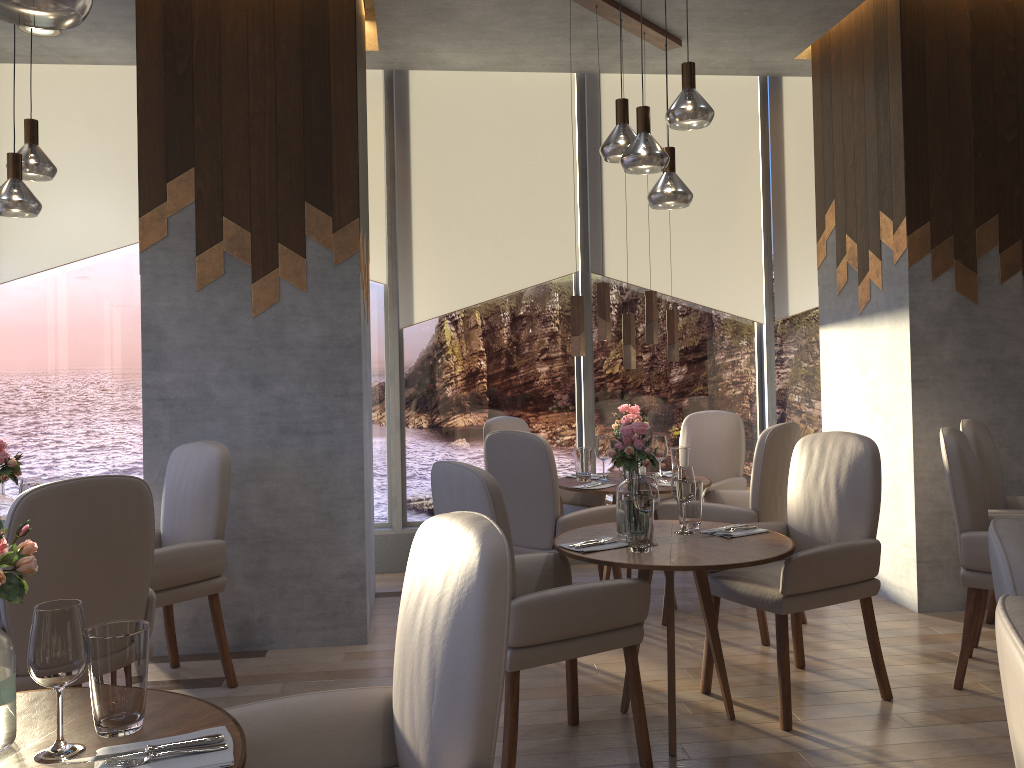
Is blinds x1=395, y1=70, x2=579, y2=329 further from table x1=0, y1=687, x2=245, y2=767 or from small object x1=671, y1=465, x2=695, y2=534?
table x1=0, y1=687, x2=245, y2=767

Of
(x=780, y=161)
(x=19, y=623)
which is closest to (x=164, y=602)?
(x=19, y=623)

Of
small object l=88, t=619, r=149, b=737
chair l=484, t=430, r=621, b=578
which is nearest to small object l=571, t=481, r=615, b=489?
chair l=484, t=430, r=621, b=578

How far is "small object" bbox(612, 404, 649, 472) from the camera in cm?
475

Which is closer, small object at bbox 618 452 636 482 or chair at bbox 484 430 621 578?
chair at bbox 484 430 621 578

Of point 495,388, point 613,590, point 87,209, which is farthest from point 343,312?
point 87,209

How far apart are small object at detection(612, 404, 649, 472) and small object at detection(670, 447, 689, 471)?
0.3 meters

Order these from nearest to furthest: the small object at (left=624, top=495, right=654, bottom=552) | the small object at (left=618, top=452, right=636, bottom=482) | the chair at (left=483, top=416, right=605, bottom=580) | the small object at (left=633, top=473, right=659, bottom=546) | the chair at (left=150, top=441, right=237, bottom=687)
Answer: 1. the small object at (left=624, top=495, right=654, bottom=552)
2. the small object at (left=633, top=473, right=659, bottom=546)
3. the chair at (left=150, top=441, right=237, bottom=687)
4. the small object at (left=618, top=452, right=636, bottom=482)
5. the chair at (left=483, top=416, right=605, bottom=580)

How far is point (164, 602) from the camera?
3.43m

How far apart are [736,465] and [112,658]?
4.25m
